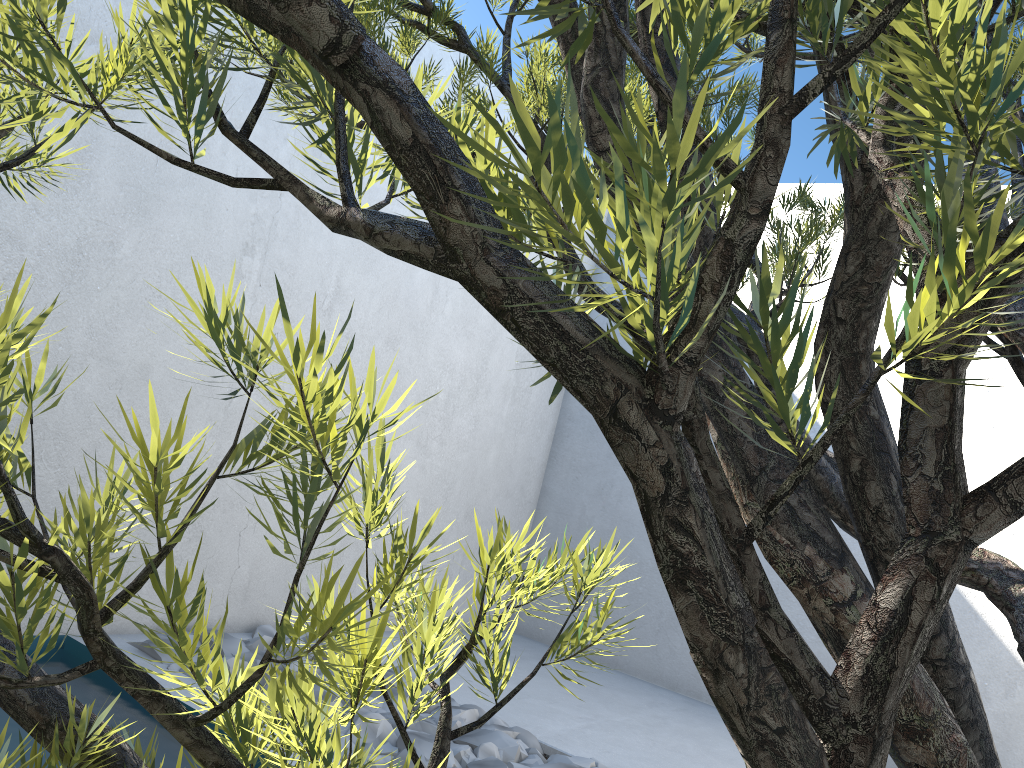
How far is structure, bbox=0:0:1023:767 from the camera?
0.2 meters

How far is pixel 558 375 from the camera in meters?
0.2

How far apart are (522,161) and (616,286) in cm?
4

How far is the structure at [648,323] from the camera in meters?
0.2 m

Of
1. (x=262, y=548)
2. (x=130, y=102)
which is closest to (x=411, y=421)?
(x=262, y=548)
